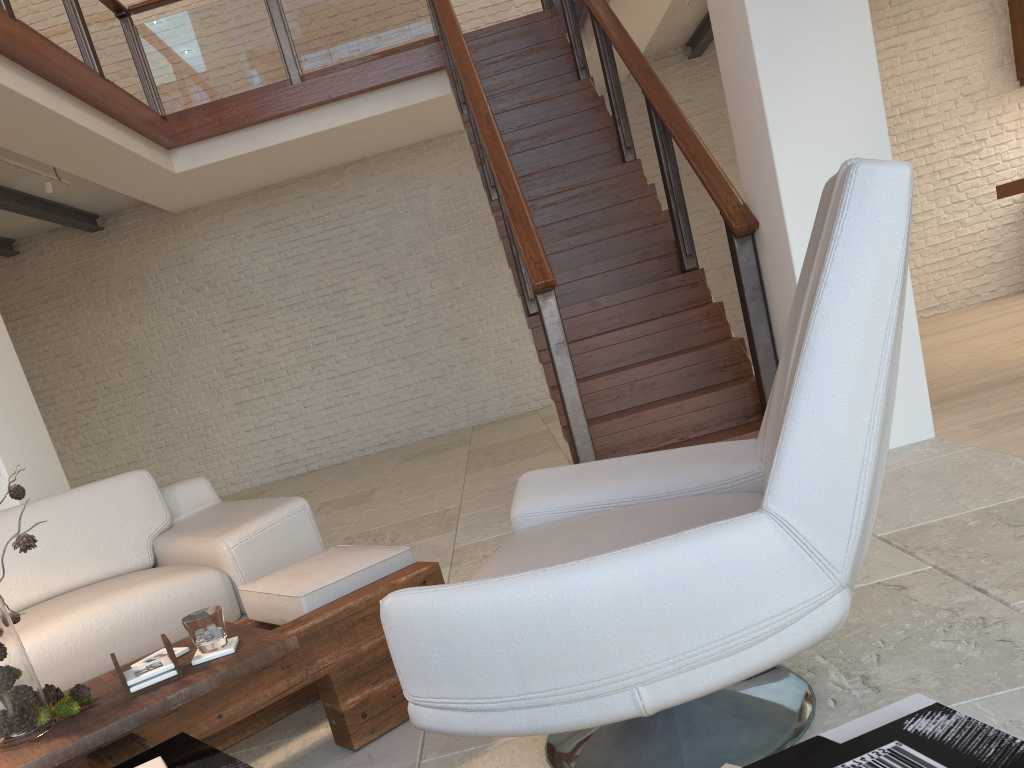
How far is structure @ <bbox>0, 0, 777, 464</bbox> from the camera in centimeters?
422cm

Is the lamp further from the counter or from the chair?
the counter

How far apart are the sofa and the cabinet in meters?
7.5 m

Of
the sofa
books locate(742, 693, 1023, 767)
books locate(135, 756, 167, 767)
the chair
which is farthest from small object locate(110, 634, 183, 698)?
books locate(742, 693, 1023, 767)

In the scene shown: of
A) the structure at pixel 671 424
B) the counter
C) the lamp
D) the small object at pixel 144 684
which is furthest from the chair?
the lamp

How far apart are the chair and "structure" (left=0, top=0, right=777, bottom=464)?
1.75m

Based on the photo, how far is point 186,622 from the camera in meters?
1.8

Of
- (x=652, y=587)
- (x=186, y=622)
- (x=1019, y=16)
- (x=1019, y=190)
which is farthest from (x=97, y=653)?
(x=1019, y=16)

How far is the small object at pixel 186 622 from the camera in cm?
183

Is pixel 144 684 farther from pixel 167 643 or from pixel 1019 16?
pixel 1019 16
